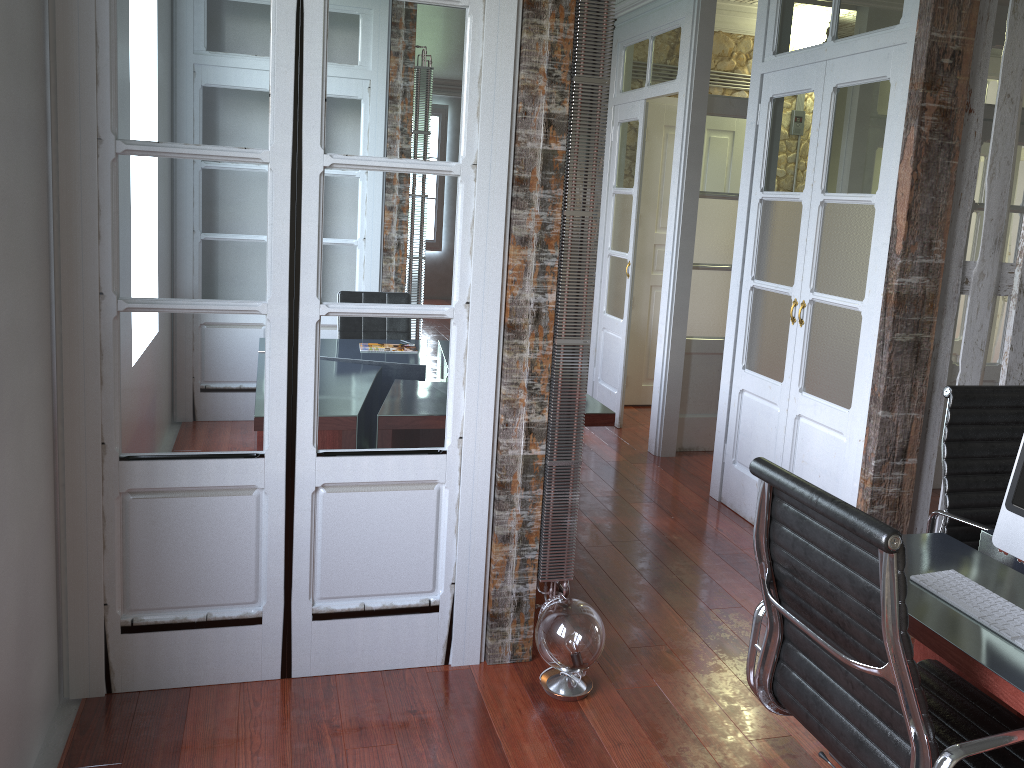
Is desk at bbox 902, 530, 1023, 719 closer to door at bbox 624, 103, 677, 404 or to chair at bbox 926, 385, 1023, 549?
chair at bbox 926, 385, 1023, 549

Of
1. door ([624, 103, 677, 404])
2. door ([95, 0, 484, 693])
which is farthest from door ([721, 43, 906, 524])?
door ([624, 103, 677, 404])

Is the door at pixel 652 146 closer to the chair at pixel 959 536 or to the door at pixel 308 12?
the chair at pixel 959 536

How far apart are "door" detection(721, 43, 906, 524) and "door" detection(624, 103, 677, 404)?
2.1m

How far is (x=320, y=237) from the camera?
2.56m

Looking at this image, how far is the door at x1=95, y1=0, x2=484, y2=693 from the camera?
2.4 meters

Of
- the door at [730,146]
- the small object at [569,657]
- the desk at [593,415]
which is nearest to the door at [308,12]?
the small object at [569,657]

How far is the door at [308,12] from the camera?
2.4 meters

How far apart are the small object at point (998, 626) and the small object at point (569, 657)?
1.04m

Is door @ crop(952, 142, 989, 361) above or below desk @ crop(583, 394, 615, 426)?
above
